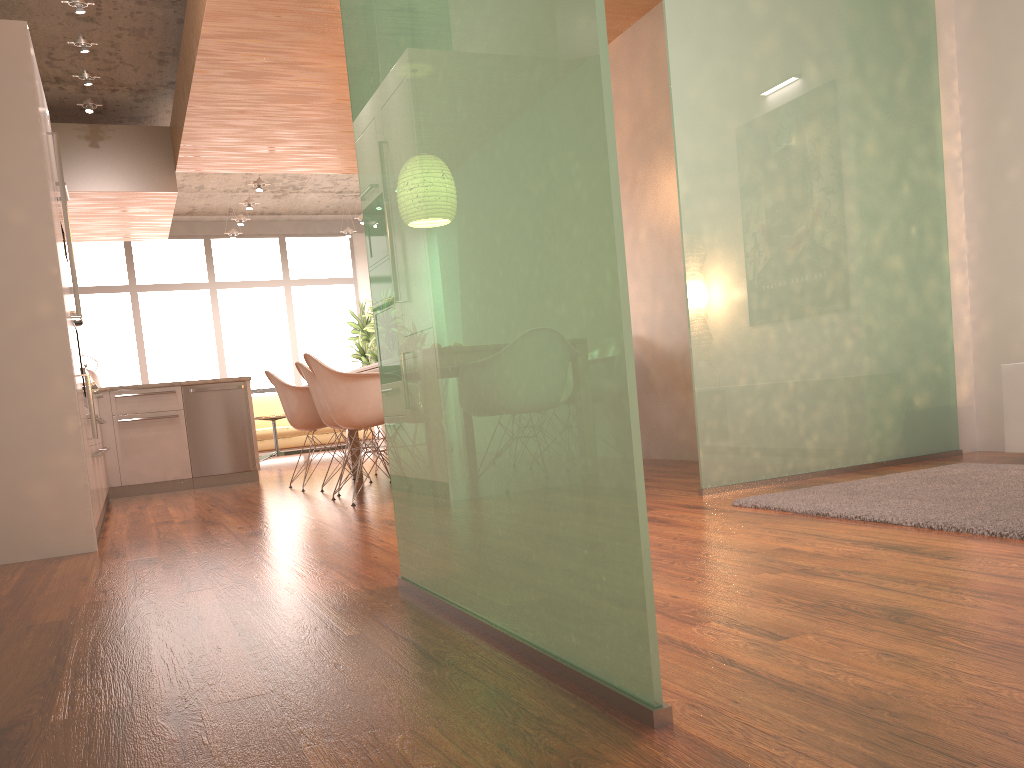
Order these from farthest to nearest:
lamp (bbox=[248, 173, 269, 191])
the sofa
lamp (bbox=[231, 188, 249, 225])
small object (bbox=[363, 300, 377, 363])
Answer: small object (bbox=[363, 300, 377, 363]) → lamp (bbox=[231, 188, 249, 225]) → the sofa → lamp (bbox=[248, 173, 269, 191])

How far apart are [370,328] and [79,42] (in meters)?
6.12

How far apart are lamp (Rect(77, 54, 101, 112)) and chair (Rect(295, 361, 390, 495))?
2.9 meters

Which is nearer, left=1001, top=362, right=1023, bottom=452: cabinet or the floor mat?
the floor mat

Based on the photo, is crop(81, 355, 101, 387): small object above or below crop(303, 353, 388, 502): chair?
above

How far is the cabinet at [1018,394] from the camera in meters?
3.9

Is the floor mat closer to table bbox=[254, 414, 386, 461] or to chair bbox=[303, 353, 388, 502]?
chair bbox=[303, 353, 388, 502]

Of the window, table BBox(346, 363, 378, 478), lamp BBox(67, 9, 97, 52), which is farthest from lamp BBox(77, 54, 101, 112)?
the window

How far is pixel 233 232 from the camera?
11.68m

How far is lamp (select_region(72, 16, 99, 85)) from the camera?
6.2 meters
